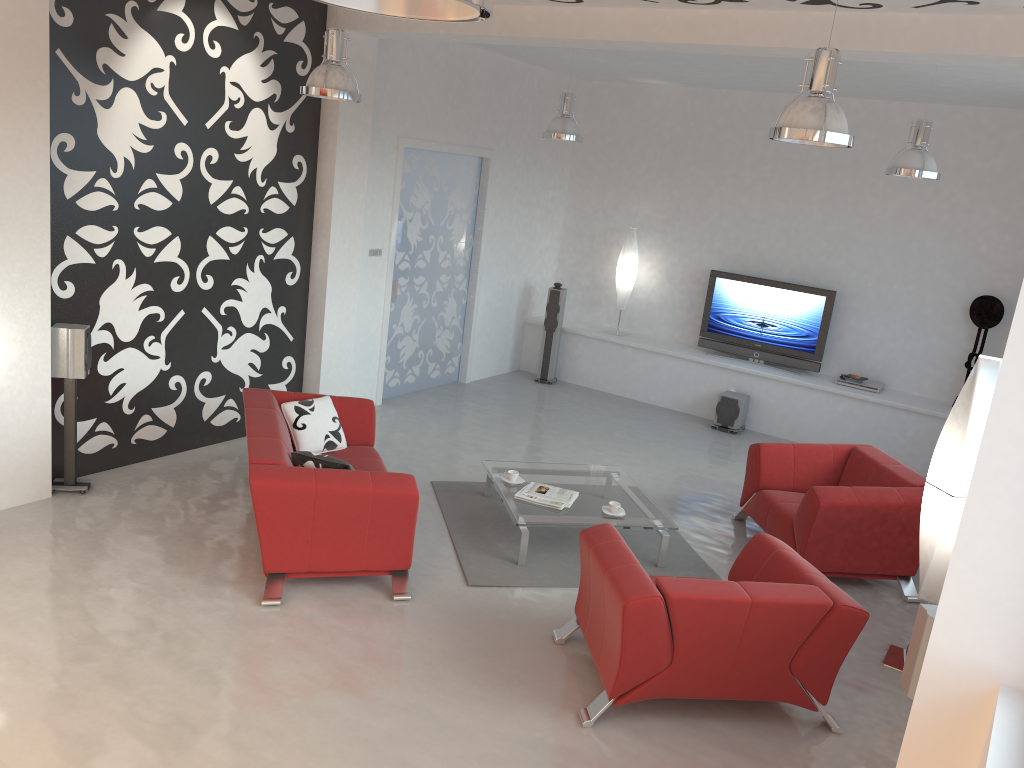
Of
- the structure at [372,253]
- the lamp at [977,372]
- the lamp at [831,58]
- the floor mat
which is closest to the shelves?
the structure at [372,253]

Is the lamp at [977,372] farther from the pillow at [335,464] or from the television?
the television

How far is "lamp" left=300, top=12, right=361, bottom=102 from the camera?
5.4 meters

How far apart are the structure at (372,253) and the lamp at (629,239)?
3.2m

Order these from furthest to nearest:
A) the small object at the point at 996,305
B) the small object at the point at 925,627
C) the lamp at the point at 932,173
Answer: the small object at the point at 996,305 < the lamp at the point at 932,173 < the small object at the point at 925,627

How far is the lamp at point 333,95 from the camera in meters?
5.4

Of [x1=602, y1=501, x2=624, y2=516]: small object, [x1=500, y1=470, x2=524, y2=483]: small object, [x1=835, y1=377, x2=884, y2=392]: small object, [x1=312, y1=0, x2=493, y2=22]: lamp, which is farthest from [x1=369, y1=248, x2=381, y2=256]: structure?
[x1=312, y1=0, x2=493, y2=22]: lamp

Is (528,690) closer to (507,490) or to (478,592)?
(478,592)

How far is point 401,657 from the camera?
4.4m

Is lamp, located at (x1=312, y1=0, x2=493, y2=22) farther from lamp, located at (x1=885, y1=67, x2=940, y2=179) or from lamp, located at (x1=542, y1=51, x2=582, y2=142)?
lamp, located at (x1=542, y1=51, x2=582, y2=142)
